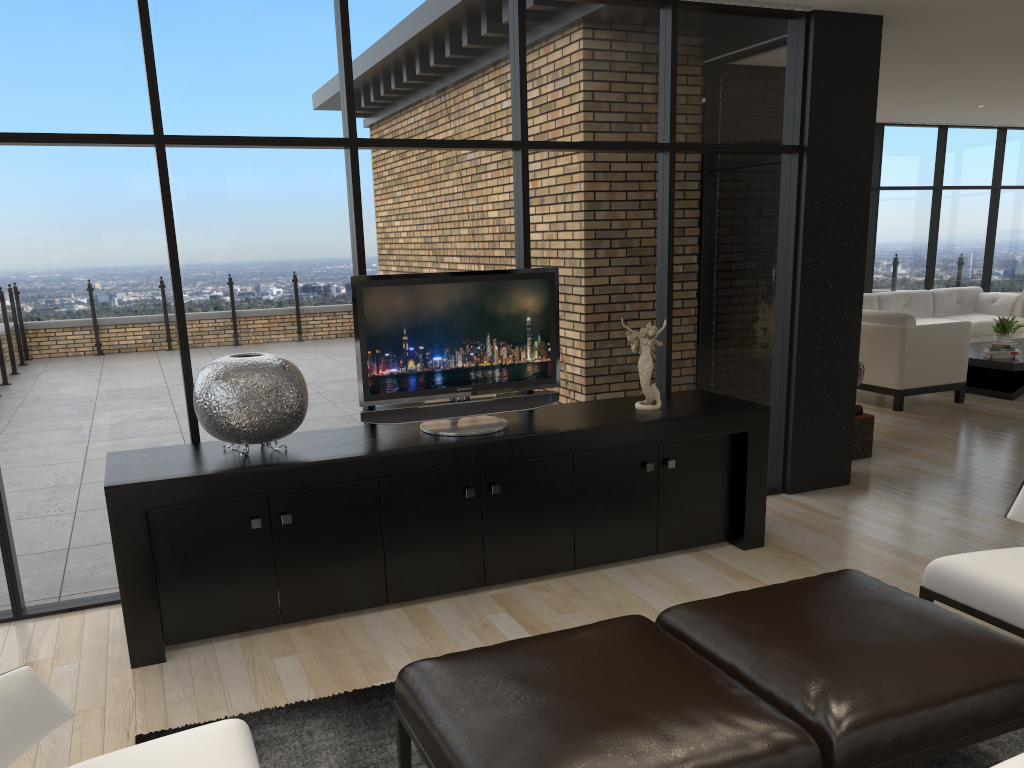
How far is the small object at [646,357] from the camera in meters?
4.4

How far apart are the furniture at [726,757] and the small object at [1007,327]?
7.8m

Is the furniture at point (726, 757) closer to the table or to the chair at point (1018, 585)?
the chair at point (1018, 585)

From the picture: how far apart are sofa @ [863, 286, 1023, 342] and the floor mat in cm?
816

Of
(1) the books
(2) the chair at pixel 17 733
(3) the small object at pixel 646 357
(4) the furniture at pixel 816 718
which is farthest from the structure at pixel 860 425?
(2) the chair at pixel 17 733

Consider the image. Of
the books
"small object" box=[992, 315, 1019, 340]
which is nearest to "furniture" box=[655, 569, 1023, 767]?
the books

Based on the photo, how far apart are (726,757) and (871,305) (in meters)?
9.29

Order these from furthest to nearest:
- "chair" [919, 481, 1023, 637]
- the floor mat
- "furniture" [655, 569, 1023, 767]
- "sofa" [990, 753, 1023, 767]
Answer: "chair" [919, 481, 1023, 637] → the floor mat → "furniture" [655, 569, 1023, 767] → "sofa" [990, 753, 1023, 767]

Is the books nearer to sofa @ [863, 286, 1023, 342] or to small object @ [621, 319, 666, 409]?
sofa @ [863, 286, 1023, 342]

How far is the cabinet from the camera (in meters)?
3.43
